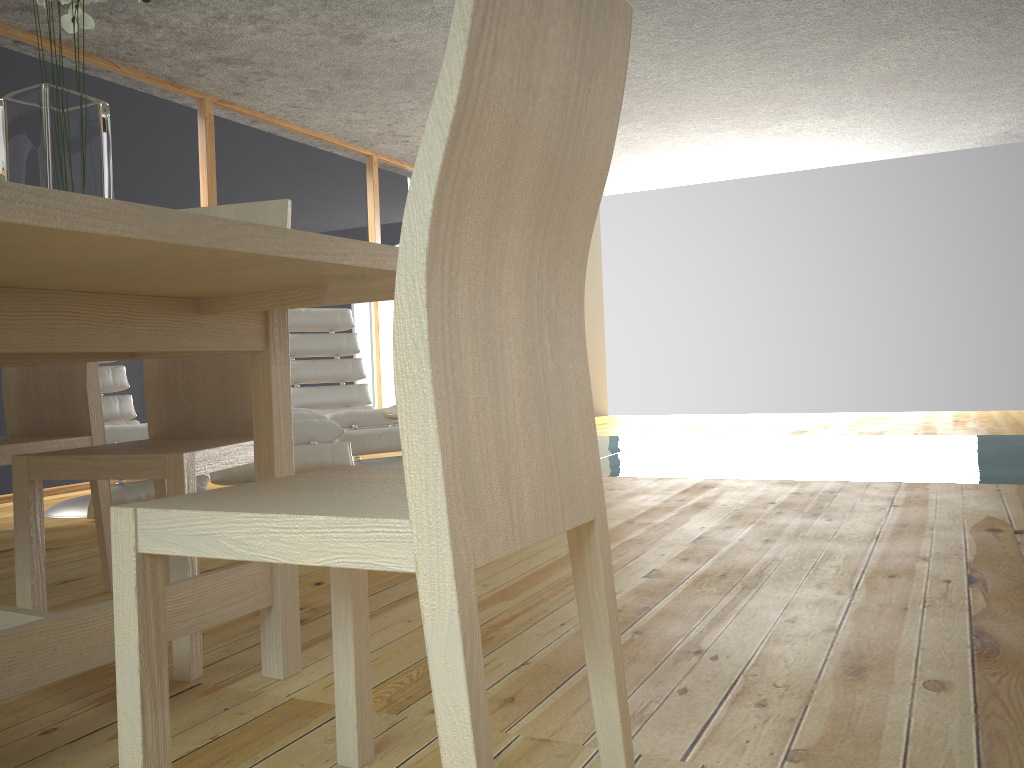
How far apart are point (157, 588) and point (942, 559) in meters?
2.2

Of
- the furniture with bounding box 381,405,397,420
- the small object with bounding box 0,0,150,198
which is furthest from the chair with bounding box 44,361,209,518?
the small object with bounding box 0,0,150,198

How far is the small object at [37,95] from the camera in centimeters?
125cm

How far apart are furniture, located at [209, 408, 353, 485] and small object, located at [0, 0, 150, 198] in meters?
2.2 m

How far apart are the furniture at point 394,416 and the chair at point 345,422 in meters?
0.3

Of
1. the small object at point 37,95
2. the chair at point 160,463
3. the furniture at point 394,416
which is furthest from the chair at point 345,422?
the small object at point 37,95

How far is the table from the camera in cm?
89

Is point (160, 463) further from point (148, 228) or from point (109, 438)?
point (109, 438)

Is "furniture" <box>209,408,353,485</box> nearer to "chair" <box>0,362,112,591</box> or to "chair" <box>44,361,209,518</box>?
"chair" <box>44,361,209,518</box>

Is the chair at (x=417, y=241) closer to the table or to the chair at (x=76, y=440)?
the table
